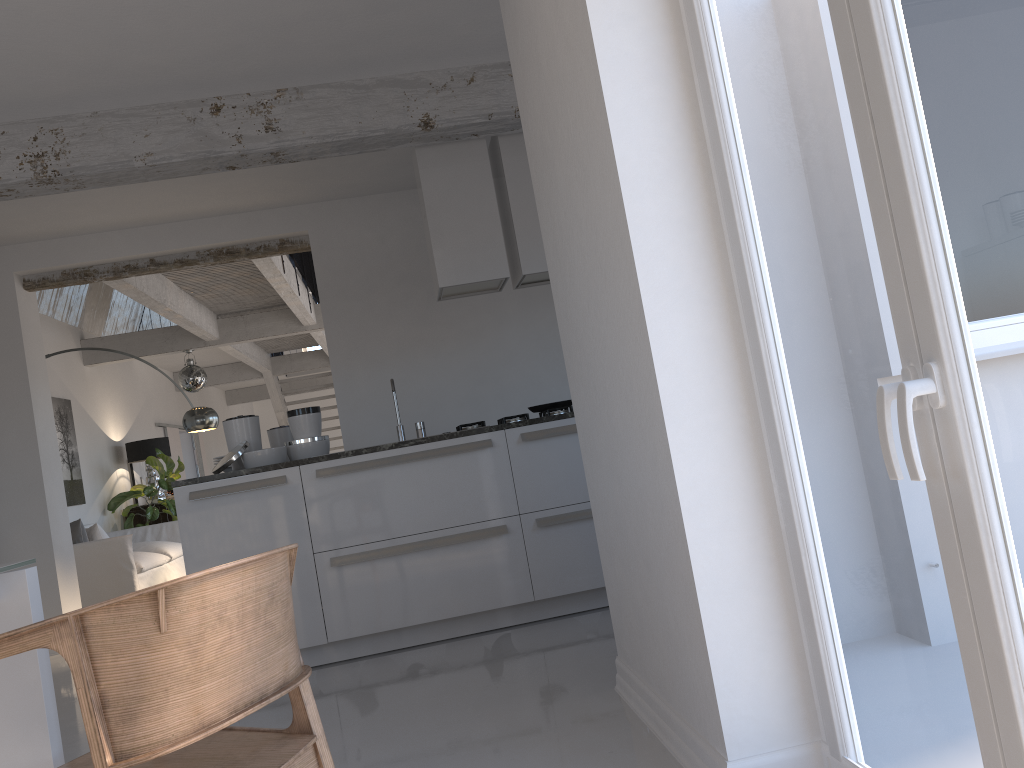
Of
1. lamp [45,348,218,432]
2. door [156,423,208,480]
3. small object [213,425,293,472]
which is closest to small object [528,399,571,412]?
small object [213,425,293,472]

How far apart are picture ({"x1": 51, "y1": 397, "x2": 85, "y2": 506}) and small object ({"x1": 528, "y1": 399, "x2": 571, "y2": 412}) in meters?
6.4 m

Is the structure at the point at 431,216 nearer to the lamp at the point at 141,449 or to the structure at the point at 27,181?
the structure at the point at 27,181

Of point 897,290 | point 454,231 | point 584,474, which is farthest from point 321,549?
point 897,290

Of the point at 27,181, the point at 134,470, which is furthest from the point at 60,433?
the point at 27,181

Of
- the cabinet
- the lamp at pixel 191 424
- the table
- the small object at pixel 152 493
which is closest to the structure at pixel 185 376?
the small object at pixel 152 493

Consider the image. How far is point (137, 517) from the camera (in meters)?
11.05

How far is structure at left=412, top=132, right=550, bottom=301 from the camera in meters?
5.0

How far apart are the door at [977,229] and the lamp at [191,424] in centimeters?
682cm

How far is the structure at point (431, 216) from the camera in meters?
5.0
